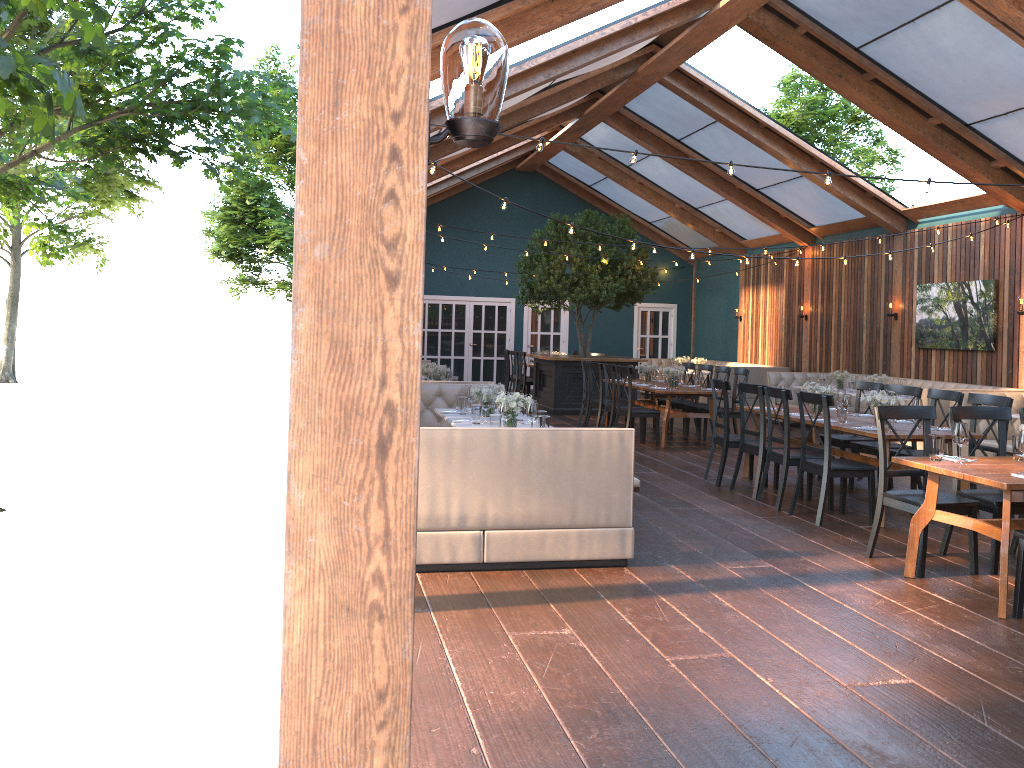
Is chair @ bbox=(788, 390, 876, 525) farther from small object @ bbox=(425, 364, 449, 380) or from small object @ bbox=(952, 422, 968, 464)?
small object @ bbox=(425, 364, 449, 380)

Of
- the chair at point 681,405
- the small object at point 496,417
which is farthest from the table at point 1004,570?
the chair at point 681,405

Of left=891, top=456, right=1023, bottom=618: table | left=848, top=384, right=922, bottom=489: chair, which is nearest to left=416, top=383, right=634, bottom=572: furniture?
left=891, top=456, right=1023, bottom=618: table

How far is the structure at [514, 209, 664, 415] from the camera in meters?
14.9

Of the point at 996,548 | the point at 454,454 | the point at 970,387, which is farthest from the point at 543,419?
the point at 970,387

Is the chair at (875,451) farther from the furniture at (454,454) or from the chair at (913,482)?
the furniture at (454,454)

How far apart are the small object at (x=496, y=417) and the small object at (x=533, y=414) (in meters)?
0.24

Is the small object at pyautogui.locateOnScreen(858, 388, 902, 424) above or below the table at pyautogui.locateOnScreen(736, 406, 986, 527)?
above

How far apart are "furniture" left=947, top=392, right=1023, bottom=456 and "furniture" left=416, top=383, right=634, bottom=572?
6.1 meters

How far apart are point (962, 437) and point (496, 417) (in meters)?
3.04
